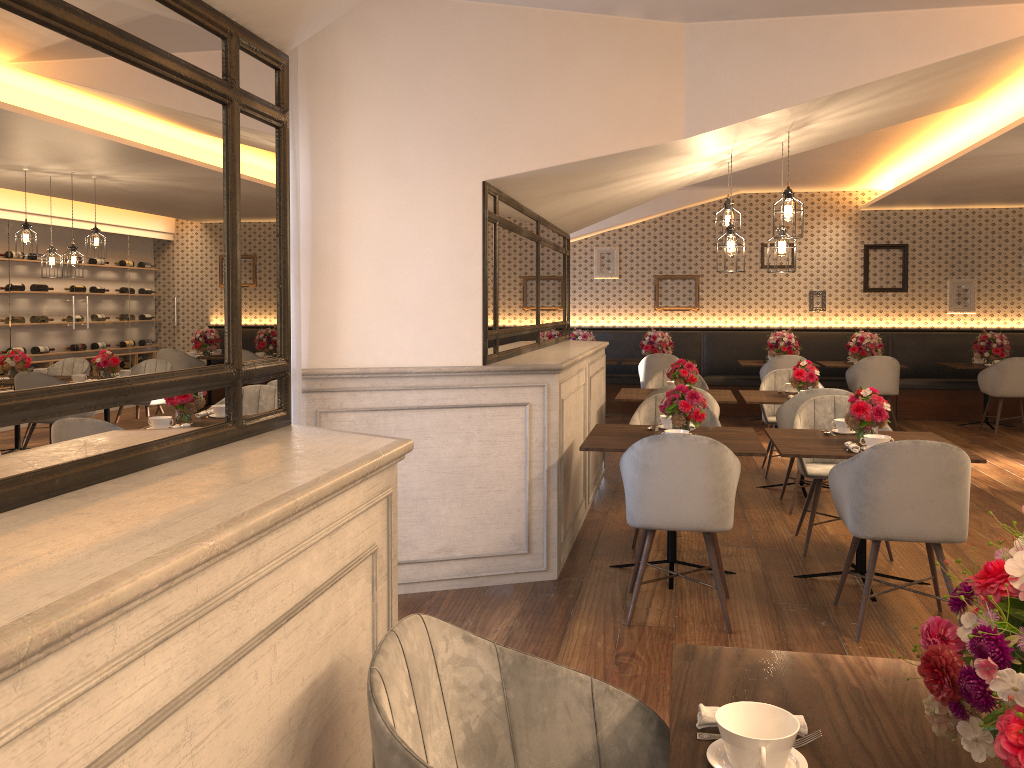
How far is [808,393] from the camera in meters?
5.9

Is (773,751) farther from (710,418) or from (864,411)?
(710,418)

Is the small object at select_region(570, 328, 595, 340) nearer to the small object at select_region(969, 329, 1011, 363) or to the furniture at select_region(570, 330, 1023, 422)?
the furniture at select_region(570, 330, 1023, 422)

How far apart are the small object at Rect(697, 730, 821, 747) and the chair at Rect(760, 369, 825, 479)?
6.1 meters

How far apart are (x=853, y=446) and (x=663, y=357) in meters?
6.0

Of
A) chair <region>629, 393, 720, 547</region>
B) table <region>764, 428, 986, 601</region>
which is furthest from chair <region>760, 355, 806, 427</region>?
table <region>764, 428, 986, 601</region>

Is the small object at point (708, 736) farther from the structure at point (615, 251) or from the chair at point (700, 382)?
the structure at point (615, 251)

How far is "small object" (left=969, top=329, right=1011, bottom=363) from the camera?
10.1 meters

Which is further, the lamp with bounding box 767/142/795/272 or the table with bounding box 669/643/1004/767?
the lamp with bounding box 767/142/795/272

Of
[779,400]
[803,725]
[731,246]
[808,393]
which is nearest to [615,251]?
[779,400]
